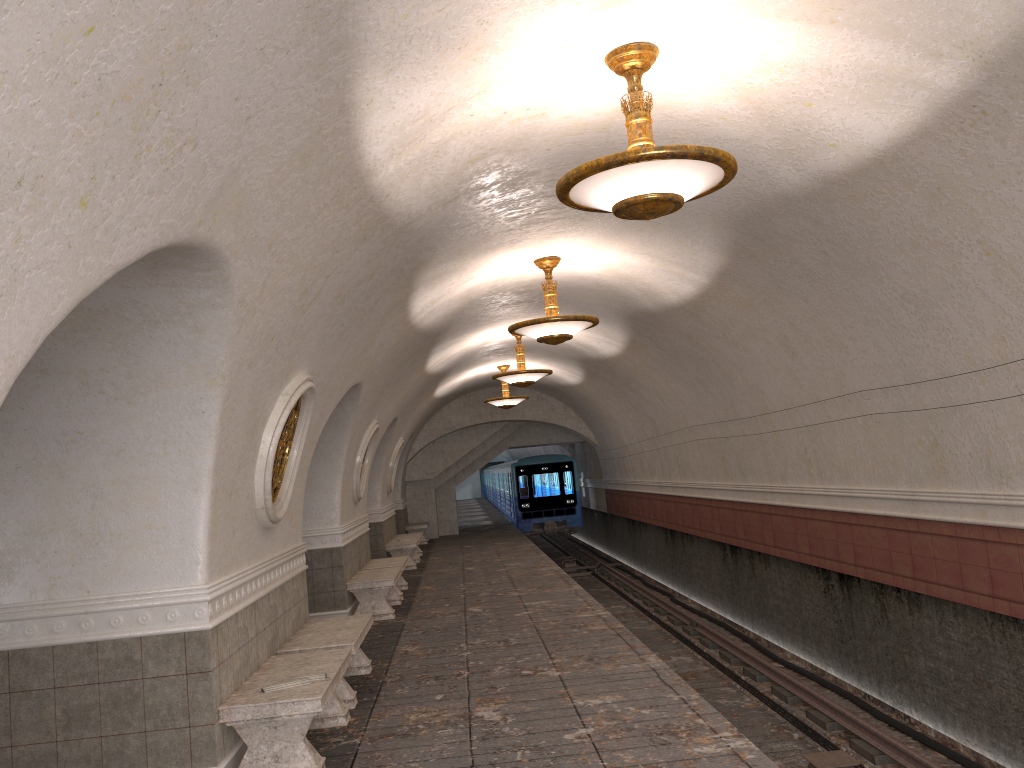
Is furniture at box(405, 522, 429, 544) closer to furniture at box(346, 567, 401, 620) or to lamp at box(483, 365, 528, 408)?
lamp at box(483, 365, 528, 408)

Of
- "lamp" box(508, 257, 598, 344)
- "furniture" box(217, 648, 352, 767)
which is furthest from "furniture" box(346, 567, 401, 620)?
"furniture" box(217, 648, 352, 767)

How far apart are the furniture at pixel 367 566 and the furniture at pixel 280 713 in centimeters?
639cm

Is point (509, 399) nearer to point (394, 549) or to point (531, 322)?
point (394, 549)

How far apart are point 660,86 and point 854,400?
4.45m

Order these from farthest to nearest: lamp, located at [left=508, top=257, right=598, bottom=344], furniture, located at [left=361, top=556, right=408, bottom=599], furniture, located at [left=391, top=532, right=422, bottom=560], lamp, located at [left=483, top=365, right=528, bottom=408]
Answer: furniture, located at [left=391, top=532, right=422, bottom=560] < lamp, located at [left=483, top=365, right=528, bottom=408] < furniture, located at [left=361, top=556, right=408, bottom=599] < lamp, located at [left=508, top=257, right=598, bottom=344]

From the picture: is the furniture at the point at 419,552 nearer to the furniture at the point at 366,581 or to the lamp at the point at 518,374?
the lamp at the point at 518,374

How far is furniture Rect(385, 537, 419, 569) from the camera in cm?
1713

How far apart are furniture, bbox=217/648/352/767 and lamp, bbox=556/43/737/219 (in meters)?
3.25

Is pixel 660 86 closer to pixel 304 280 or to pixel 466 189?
pixel 466 189
